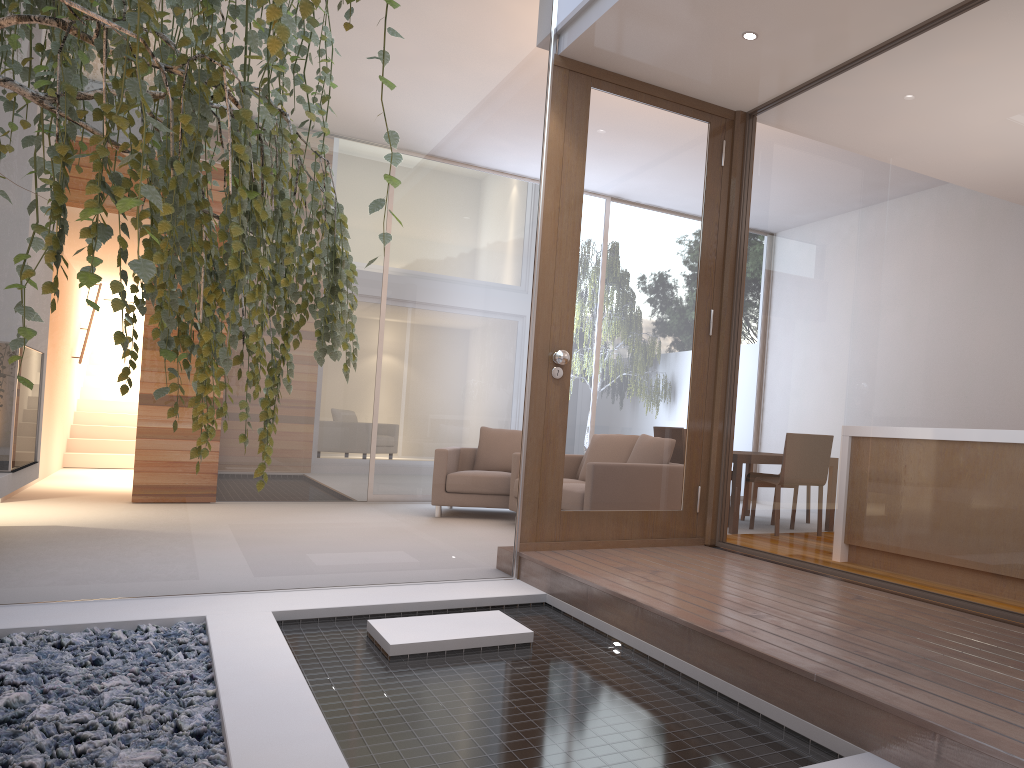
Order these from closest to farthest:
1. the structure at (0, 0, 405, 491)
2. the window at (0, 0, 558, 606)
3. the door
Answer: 1. the structure at (0, 0, 405, 491)
2. the window at (0, 0, 558, 606)
3. the door

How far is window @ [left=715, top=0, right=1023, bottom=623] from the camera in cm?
299

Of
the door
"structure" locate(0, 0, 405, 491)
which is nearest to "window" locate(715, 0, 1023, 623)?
the door

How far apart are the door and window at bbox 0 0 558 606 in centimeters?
12cm

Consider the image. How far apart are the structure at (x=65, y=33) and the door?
2.1m

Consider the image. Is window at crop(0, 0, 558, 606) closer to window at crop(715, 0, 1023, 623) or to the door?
the door

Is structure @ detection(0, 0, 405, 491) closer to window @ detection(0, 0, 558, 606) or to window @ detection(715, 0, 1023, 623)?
window @ detection(0, 0, 558, 606)

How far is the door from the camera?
4.4m

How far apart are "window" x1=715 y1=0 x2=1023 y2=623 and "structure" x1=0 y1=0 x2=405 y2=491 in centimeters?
216cm

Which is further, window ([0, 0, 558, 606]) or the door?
the door
